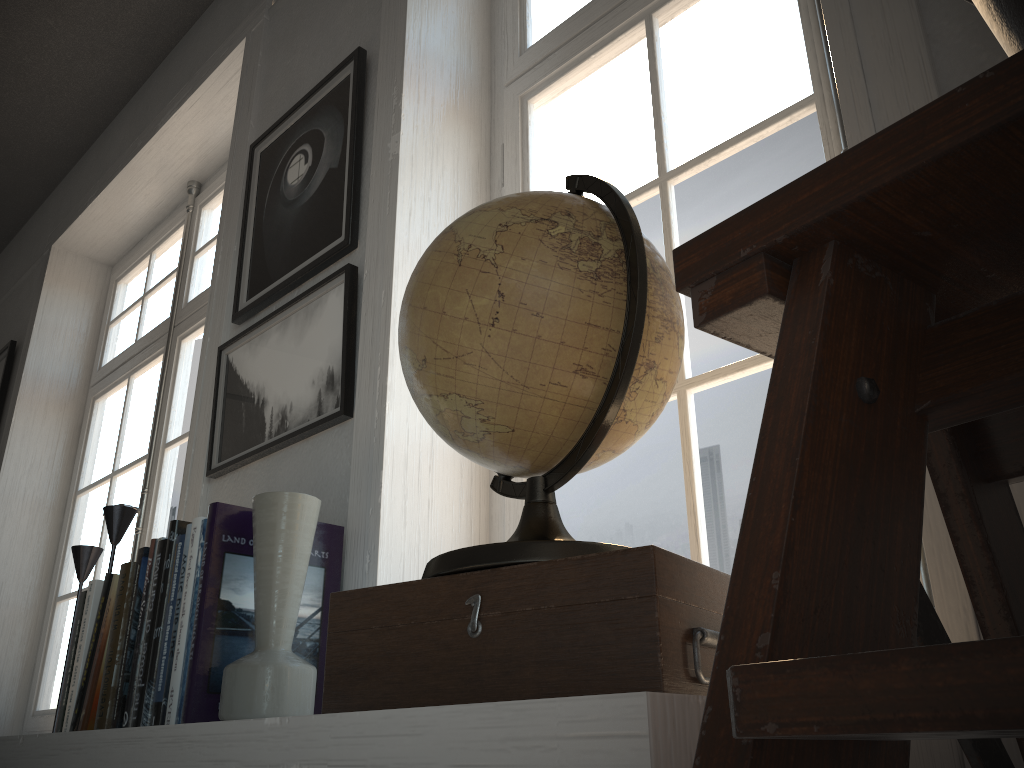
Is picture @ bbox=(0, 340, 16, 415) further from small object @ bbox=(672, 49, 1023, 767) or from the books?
small object @ bbox=(672, 49, 1023, 767)

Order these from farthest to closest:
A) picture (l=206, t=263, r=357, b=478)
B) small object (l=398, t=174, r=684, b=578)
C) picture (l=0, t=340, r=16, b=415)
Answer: picture (l=0, t=340, r=16, b=415) → picture (l=206, t=263, r=357, b=478) → small object (l=398, t=174, r=684, b=578)

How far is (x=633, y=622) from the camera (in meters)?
0.68

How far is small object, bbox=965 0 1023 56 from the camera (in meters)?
0.41

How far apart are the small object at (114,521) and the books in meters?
0.2 m

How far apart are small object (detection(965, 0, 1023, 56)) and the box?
0.4m

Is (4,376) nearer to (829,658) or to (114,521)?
(114,521)

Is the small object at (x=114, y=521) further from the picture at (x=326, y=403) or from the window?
the window

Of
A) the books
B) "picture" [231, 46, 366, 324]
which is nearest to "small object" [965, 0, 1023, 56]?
the books

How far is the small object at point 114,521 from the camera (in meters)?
1.78
